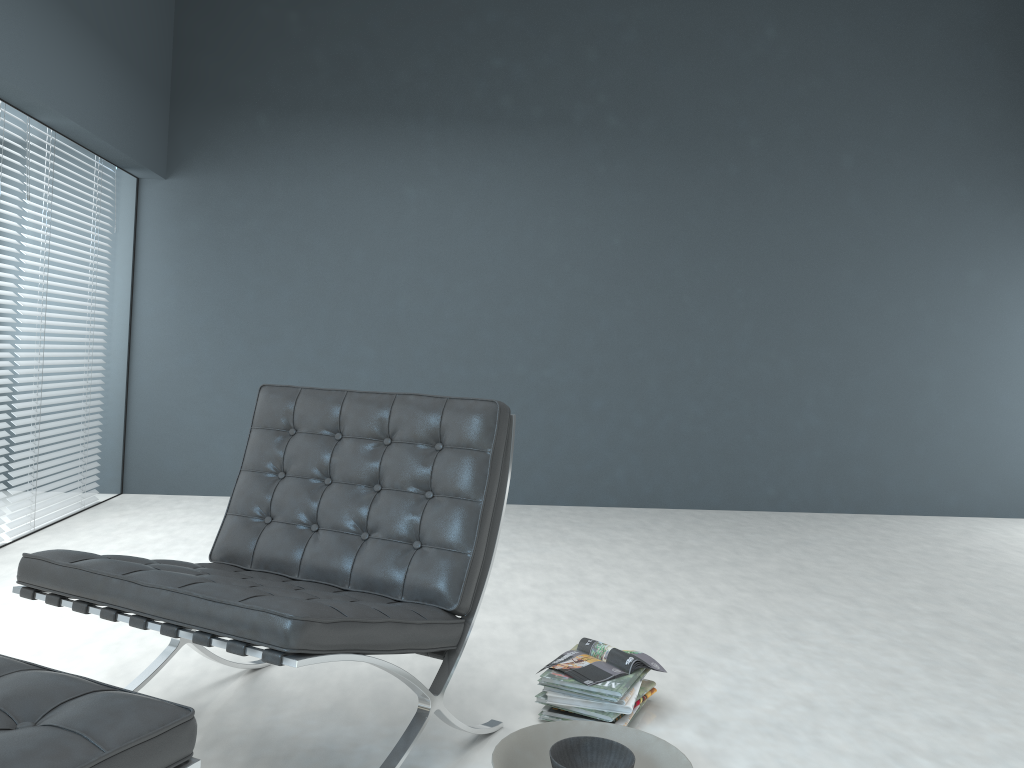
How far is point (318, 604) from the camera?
1.52m

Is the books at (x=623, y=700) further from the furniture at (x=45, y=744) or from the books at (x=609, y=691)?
the furniture at (x=45, y=744)

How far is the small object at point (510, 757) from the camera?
1.79m

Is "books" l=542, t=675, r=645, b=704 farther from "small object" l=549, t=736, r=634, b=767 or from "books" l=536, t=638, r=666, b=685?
"small object" l=549, t=736, r=634, b=767

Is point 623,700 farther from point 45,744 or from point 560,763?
point 45,744

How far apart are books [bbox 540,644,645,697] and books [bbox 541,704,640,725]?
0.1 meters

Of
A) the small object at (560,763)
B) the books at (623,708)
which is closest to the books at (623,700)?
the books at (623,708)

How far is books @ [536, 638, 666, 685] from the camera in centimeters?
208cm

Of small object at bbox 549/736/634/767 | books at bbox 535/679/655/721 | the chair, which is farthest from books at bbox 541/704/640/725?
small object at bbox 549/736/634/767

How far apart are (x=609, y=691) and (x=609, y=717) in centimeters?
6cm
